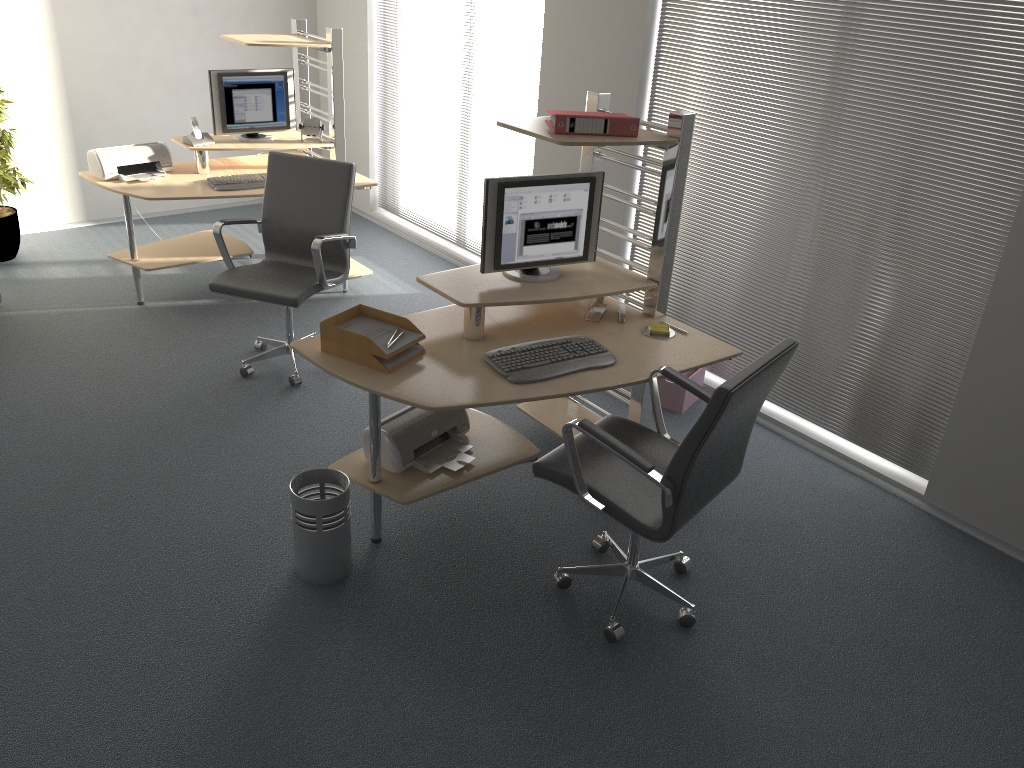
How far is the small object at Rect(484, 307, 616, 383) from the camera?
3.16m

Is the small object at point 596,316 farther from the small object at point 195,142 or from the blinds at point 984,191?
the small object at point 195,142

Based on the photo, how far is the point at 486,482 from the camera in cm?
386

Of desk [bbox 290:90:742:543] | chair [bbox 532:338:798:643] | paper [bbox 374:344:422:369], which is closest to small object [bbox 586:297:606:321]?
desk [bbox 290:90:742:543]

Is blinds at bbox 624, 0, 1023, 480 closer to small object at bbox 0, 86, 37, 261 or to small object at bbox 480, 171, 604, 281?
small object at bbox 480, 171, 604, 281

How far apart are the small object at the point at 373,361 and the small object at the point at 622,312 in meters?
1.1 m

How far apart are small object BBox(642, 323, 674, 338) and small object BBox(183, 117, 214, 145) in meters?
3.2 m

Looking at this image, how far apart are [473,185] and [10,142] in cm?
298

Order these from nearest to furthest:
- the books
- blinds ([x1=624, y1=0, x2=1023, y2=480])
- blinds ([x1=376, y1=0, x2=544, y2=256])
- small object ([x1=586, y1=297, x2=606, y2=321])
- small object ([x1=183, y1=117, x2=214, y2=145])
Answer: the books → blinds ([x1=624, y1=0, x2=1023, y2=480]) → small object ([x1=586, y1=297, x2=606, y2=321]) → small object ([x1=183, y1=117, x2=214, y2=145]) → blinds ([x1=376, y1=0, x2=544, y2=256])

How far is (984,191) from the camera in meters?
3.4
